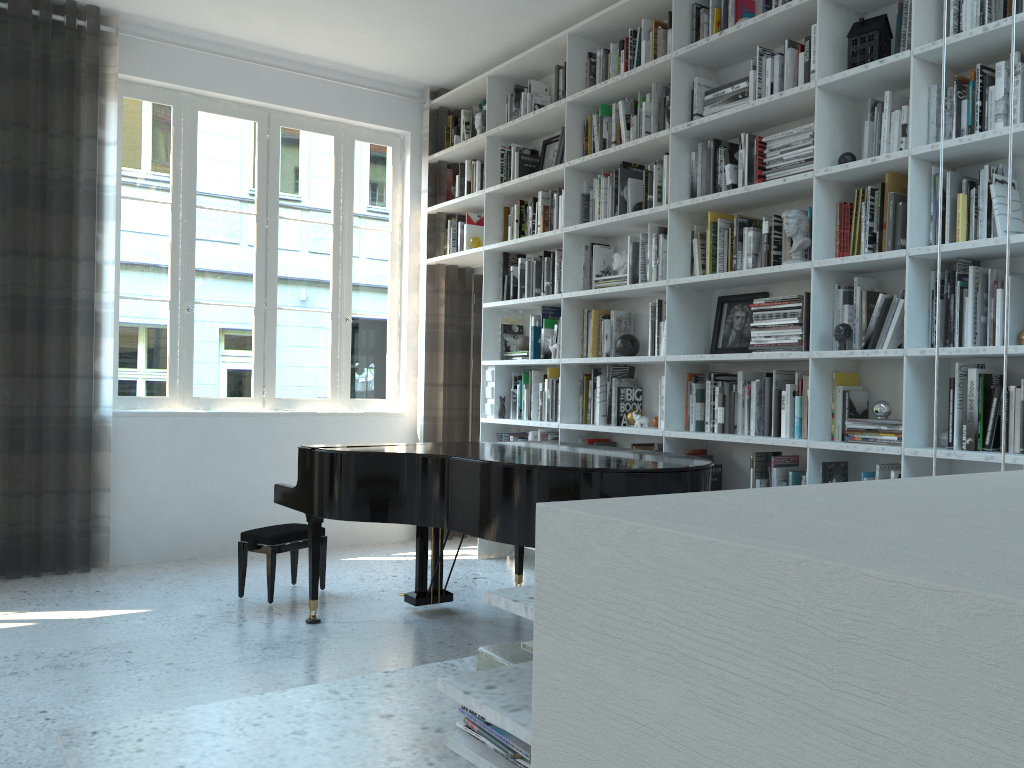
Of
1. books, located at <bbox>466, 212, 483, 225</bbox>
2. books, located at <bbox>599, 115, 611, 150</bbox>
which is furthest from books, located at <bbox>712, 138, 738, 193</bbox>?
books, located at <bbox>466, 212, 483, 225</bbox>

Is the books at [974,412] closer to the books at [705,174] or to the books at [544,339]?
the books at [705,174]

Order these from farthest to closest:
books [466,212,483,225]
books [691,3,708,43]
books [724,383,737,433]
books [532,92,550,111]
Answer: books [466,212,483,225] → books [532,92,550,111] → books [691,3,708,43] → books [724,383,737,433]

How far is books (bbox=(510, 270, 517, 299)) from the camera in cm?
560

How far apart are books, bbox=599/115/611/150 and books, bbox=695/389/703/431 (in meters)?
1.54

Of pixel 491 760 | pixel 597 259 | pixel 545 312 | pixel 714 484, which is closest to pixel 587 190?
pixel 597 259

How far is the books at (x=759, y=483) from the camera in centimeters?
389cm

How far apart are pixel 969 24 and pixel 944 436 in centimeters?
150cm

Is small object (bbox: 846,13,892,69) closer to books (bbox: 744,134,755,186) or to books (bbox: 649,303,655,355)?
books (bbox: 744,134,755,186)

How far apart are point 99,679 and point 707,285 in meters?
3.1 m
